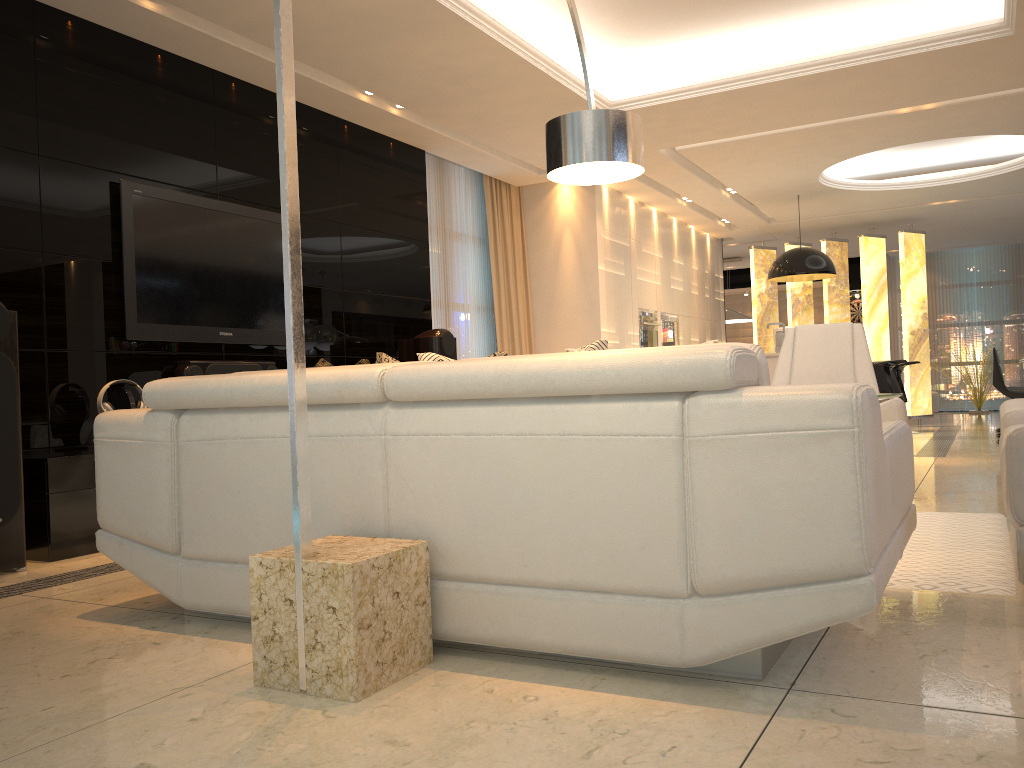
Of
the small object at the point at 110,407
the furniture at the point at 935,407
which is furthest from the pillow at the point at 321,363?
the furniture at the point at 935,407

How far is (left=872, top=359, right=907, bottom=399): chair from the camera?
8.0 meters

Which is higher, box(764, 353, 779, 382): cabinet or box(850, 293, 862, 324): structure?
box(850, 293, 862, 324): structure

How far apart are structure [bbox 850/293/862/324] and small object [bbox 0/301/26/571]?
14.1 meters

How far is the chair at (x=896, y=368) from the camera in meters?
9.7 m

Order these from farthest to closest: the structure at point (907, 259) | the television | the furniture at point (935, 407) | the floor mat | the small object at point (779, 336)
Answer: the furniture at point (935, 407) < the structure at point (907, 259) < the small object at point (779, 336) < the television < the floor mat

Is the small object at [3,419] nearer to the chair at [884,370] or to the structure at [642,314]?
the structure at [642,314]

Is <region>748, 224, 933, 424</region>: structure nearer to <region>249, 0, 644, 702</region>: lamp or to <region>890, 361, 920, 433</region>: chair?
<region>890, 361, 920, 433</region>: chair

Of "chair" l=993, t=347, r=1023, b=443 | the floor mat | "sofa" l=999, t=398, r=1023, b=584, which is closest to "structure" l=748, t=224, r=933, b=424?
"chair" l=993, t=347, r=1023, b=443

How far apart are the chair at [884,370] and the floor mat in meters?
4.3 m
